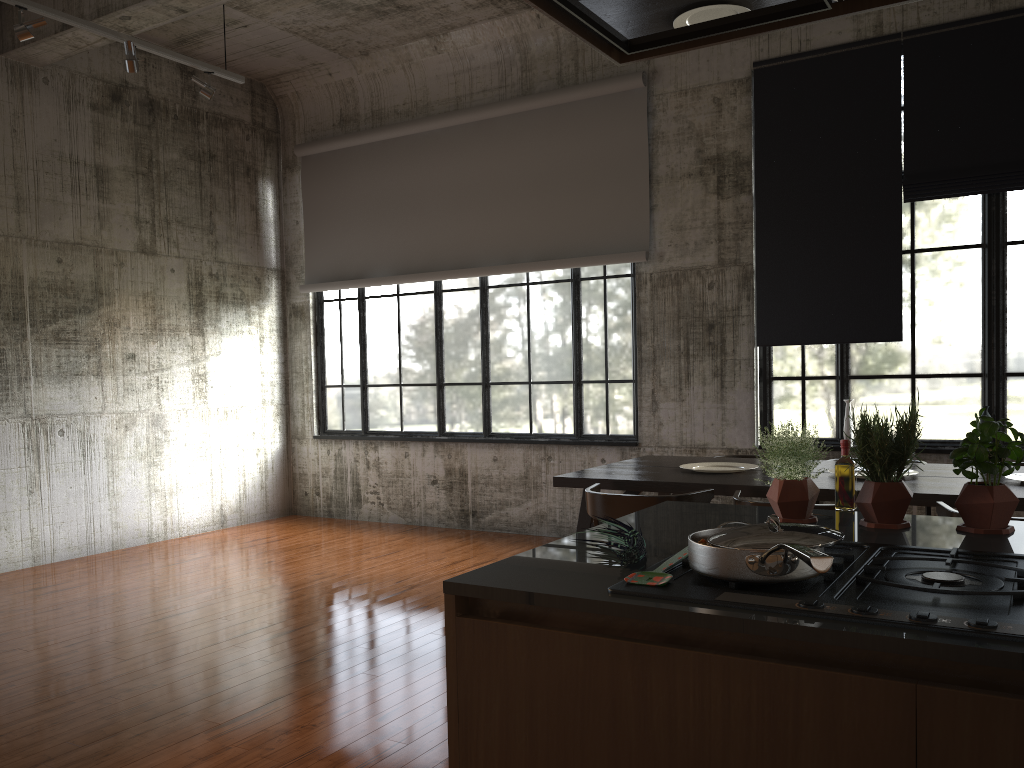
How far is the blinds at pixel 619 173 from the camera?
8.6m

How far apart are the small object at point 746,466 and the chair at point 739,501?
1.10m

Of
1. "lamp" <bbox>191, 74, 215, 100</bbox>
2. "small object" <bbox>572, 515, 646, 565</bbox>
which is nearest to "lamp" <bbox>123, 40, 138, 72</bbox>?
"lamp" <bbox>191, 74, 215, 100</bbox>

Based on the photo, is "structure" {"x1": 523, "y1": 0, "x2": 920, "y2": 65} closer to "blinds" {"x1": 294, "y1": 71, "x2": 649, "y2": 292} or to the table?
the table

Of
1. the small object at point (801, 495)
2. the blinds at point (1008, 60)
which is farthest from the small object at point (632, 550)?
the blinds at point (1008, 60)

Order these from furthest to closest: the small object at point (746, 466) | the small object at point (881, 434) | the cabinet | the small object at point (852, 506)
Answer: the small object at point (746, 466)
the small object at point (852, 506)
the small object at point (881, 434)
the cabinet

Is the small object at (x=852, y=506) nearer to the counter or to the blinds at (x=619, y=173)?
the counter

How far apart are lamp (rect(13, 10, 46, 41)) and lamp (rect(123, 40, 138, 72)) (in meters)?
0.68

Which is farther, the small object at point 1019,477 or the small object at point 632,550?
the small object at point 1019,477

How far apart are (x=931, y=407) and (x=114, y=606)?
6.7 meters
